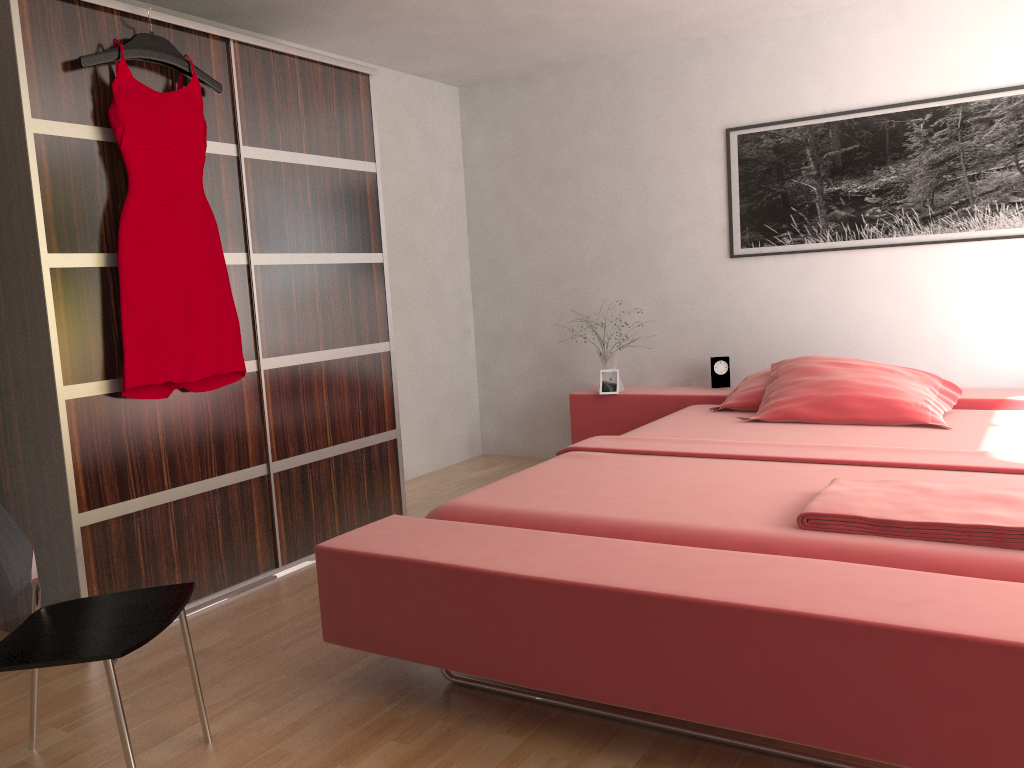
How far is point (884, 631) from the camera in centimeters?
160cm

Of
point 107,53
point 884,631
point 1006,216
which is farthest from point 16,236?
point 1006,216

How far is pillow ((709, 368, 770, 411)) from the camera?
3.94m

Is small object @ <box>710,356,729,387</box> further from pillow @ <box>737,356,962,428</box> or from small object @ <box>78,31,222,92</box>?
small object @ <box>78,31,222,92</box>

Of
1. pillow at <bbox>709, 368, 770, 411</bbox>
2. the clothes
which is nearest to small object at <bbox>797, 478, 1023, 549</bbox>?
pillow at <bbox>709, 368, 770, 411</bbox>

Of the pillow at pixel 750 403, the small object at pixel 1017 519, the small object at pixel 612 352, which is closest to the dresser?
the small object at pixel 612 352

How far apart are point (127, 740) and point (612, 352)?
3.29m

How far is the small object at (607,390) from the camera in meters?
4.6

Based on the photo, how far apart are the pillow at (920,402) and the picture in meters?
0.7

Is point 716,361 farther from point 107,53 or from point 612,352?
point 107,53
